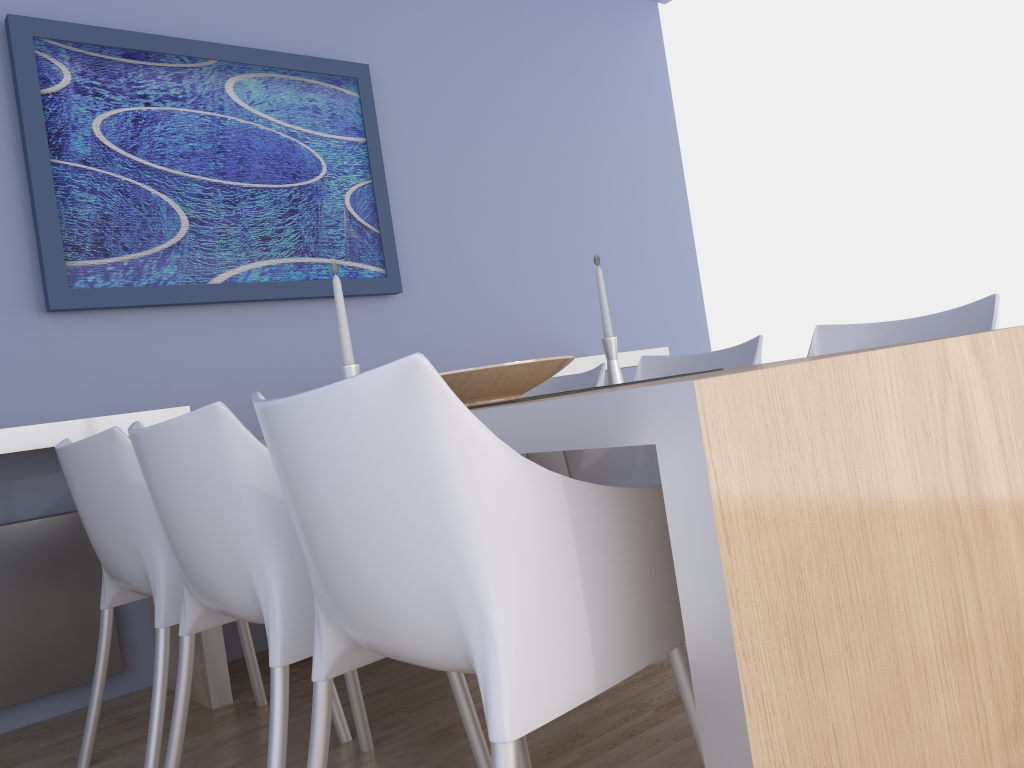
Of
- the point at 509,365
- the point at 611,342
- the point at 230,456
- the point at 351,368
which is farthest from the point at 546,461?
the point at 230,456

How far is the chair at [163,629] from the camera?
1.84m

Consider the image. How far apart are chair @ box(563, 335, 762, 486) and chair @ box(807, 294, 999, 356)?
0.2m

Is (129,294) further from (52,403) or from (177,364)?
(52,403)

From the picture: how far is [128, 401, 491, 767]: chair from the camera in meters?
1.4 m

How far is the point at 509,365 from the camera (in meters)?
1.88

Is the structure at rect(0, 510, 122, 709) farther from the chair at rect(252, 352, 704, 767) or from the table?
the table

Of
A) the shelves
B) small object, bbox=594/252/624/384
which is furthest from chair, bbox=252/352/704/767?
the shelves

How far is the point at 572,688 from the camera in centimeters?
102cm

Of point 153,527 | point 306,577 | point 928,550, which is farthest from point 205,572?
point 928,550
